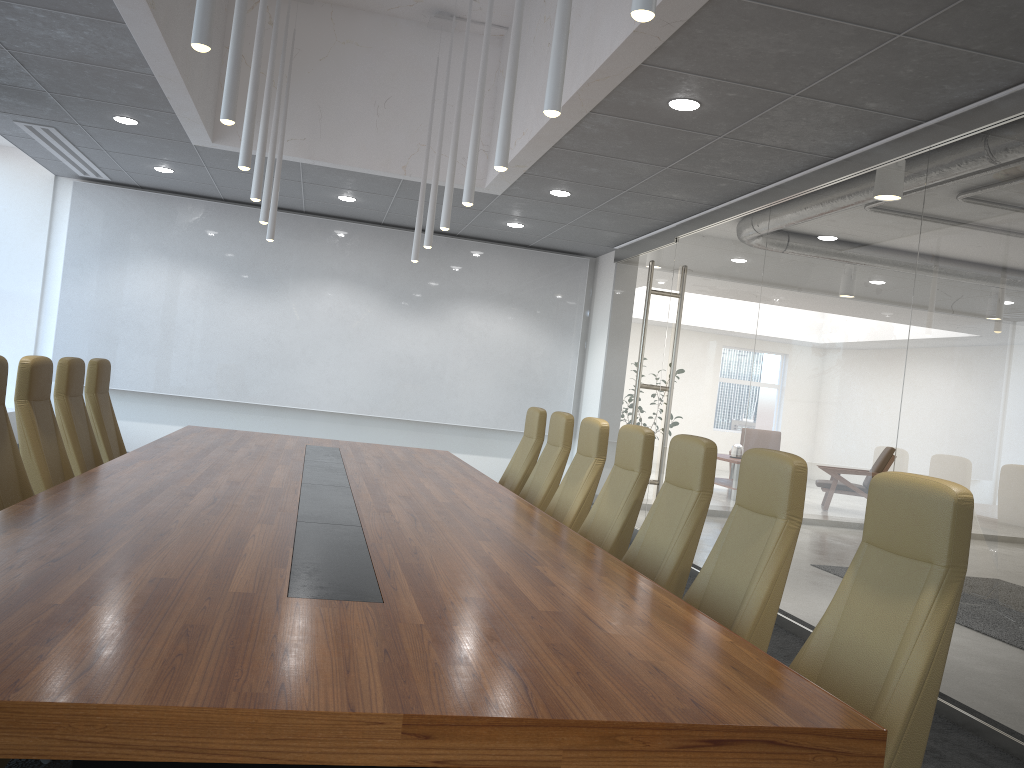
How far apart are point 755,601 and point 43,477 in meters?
3.9

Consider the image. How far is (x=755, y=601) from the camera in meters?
3.4 m

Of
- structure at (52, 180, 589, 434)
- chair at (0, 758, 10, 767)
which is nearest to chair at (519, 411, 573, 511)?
chair at (0, 758, 10, 767)

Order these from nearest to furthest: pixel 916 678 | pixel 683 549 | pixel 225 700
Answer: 1. pixel 225 700
2. pixel 916 678
3. pixel 683 549

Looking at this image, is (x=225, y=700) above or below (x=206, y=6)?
below

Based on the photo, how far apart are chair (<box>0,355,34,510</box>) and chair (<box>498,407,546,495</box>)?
3.6 meters

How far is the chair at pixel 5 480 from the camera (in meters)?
4.45

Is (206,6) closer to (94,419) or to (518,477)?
(94,419)

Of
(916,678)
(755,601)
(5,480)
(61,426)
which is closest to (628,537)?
(755,601)

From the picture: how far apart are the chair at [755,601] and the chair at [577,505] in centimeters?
187cm
